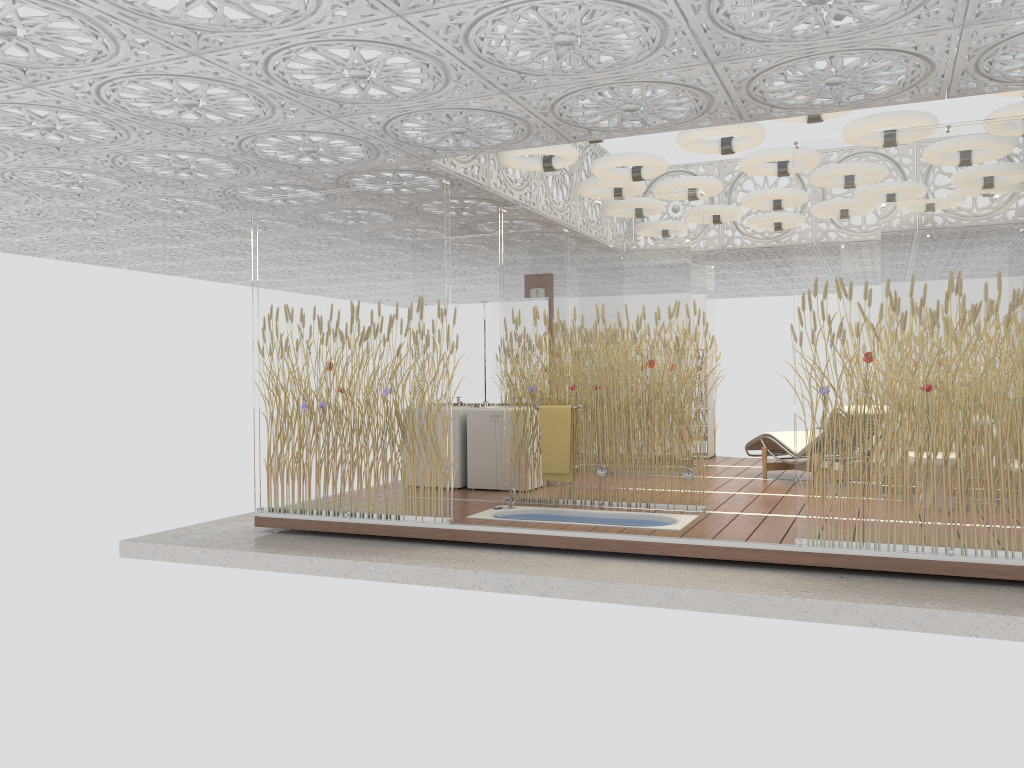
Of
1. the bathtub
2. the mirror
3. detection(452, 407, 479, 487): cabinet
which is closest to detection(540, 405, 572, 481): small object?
the bathtub

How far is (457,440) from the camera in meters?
8.8 m

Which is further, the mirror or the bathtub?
the mirror

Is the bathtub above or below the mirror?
below

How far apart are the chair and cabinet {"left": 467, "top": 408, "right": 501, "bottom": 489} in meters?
2.9 m

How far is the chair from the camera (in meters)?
9.16

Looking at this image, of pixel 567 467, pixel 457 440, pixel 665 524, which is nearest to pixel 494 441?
pixel 457 440

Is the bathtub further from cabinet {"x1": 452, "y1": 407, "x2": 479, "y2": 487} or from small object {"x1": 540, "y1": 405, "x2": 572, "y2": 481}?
cabinet {"x1": 452, "y1": 407, "x2": 479, "y2": 487}

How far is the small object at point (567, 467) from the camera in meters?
7.5 m

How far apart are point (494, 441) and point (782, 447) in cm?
302
